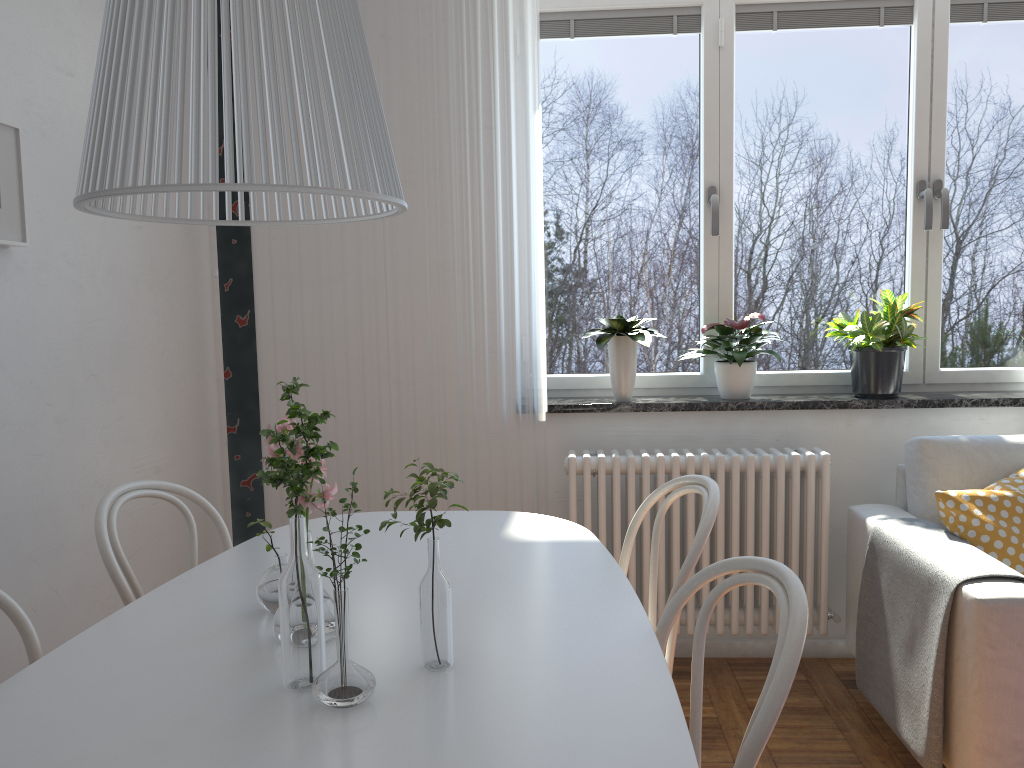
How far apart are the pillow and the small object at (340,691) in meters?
2.0 m

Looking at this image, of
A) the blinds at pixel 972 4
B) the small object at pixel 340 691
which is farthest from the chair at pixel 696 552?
the blinds at pixel 972 4

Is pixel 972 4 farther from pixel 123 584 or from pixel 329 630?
pixel 123 584

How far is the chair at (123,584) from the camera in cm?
171

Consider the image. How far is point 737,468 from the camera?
2.9 meters

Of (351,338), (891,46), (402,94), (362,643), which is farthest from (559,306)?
(362,643)

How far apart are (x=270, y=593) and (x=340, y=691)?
0.4m

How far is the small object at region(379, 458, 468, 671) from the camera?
1.2 meters

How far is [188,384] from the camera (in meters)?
3.00

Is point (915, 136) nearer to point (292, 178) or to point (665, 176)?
point (665, 176)
